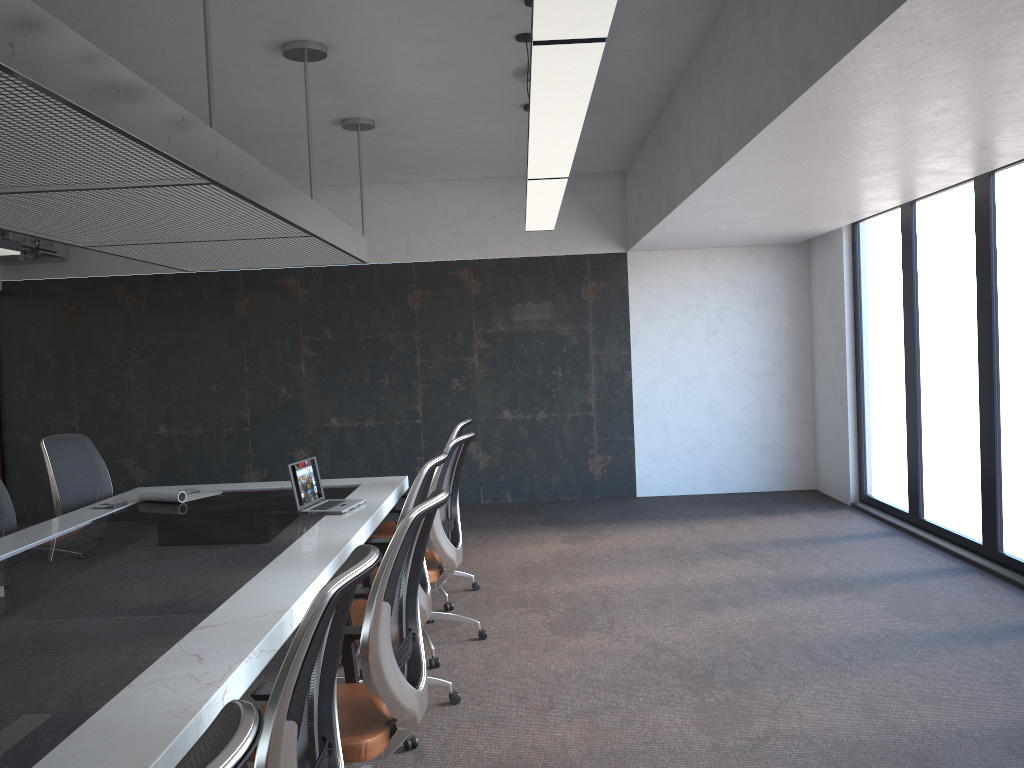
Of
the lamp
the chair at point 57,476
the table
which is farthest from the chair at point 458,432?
the chair at point 57,476

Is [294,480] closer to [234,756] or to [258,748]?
[258,748]

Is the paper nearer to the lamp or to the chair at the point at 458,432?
the chair at the point at 458,432

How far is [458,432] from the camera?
5.6 meters

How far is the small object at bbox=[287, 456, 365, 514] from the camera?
4.87m

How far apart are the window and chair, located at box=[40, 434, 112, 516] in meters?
6.0 m

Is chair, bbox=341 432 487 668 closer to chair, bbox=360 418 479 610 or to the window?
chair, bbox=360 418 479 610

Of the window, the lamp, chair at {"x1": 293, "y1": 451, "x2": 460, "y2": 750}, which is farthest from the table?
the window

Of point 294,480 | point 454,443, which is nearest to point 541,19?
point 454,443

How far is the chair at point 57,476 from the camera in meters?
5.7
